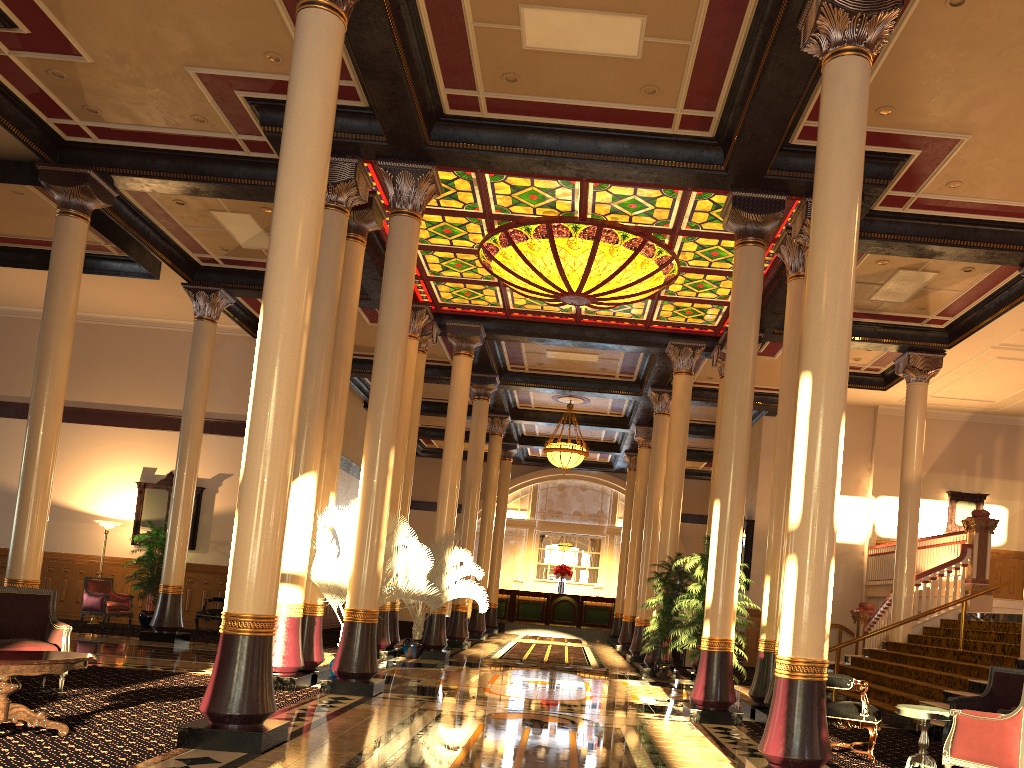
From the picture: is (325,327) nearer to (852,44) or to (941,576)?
(852,44)

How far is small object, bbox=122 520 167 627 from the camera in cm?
1681

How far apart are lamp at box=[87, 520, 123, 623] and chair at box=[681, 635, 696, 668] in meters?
11.6 m

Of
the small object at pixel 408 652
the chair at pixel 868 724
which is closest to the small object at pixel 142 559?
the small object at pixel 408 652

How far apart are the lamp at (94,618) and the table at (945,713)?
15.2 meters

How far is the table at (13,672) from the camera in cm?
560

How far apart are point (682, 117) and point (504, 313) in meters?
7.1 m

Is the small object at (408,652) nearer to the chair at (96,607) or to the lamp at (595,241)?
the lamp at (595,241)

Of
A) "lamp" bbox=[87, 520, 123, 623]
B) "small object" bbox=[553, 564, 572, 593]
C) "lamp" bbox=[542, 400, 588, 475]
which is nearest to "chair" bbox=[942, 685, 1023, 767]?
"lamp" bbox=[542, 400, 588, 475]

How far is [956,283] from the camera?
12.6m
